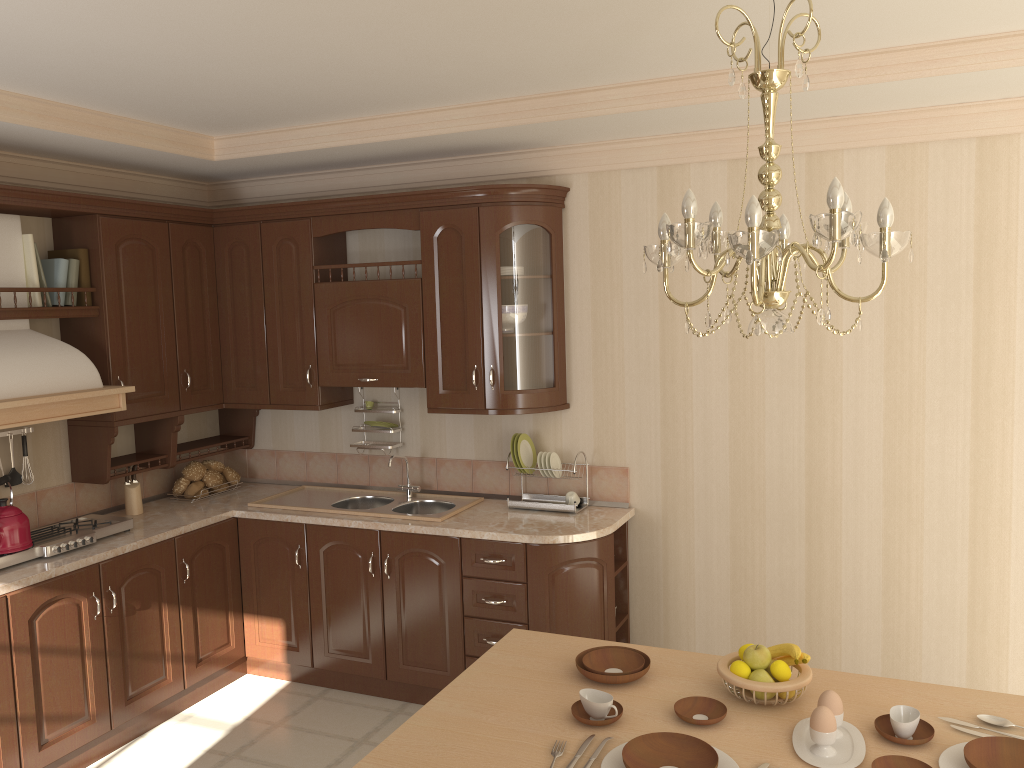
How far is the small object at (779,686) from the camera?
2.16m

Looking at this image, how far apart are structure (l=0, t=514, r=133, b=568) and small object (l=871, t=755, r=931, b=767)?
3.1m

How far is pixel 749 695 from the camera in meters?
2.2 m

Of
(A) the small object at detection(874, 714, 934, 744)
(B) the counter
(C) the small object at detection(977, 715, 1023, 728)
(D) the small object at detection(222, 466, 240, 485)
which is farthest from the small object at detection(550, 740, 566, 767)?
(D) the small object at detection(222, 466, 240, 485)

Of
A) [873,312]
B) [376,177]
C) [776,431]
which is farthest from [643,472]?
[376,177]

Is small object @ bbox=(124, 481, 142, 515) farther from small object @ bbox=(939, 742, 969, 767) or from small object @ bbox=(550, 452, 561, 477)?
small object @ bbox=(939, 742, 969, 767)

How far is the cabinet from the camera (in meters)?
3.60

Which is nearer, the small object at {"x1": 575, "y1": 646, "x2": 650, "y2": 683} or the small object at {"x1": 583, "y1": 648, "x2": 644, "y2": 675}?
the small object at {"x1": 575, "y1": 646, "x2": 650, "y2": 683}

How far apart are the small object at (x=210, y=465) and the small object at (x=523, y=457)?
1.69m

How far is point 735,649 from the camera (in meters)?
3.98
